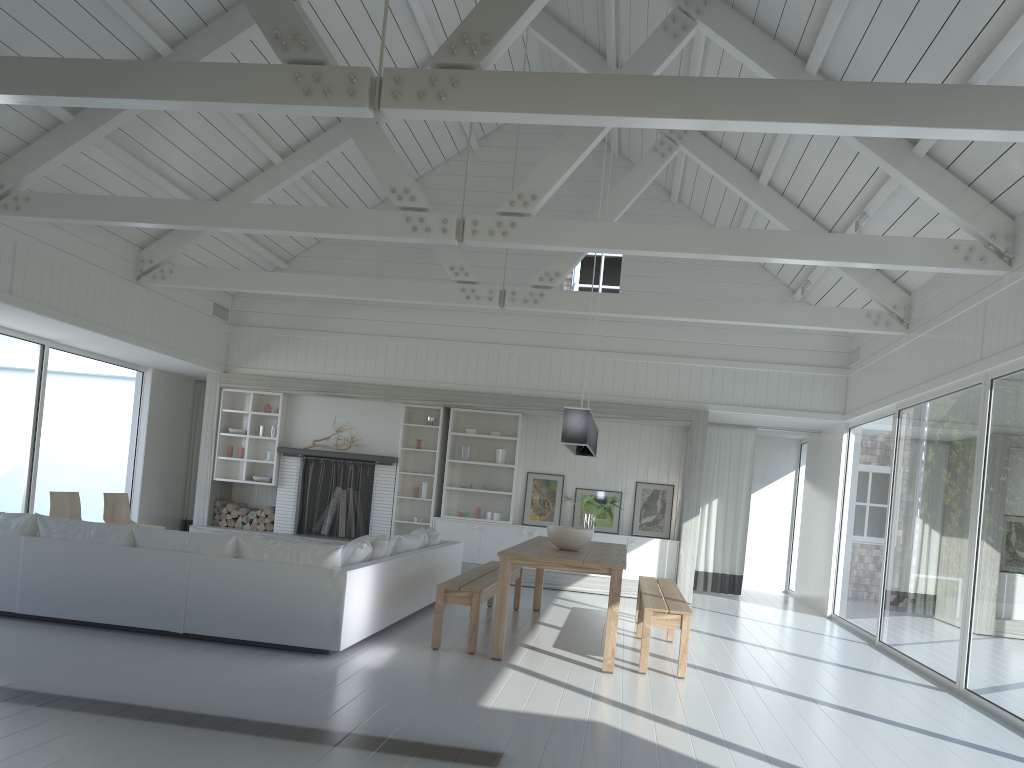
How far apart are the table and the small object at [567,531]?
0.05m

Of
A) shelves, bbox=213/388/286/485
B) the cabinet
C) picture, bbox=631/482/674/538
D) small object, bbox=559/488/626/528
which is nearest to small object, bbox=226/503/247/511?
shelves, bbox=213/388/286/485

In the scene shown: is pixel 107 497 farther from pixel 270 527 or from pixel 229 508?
pixel 270 527

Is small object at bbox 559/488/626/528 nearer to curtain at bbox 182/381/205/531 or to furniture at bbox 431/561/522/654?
furniture at bbox 431/561/522/654

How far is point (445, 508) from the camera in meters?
11.5

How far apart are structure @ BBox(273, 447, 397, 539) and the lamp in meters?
3.6 m

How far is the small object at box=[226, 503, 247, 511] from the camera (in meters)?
11.80

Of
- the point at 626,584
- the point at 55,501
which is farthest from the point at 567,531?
the point at 55,501

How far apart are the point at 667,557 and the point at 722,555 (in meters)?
1.47

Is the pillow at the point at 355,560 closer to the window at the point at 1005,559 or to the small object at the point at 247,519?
the window at the point at 1005,559
